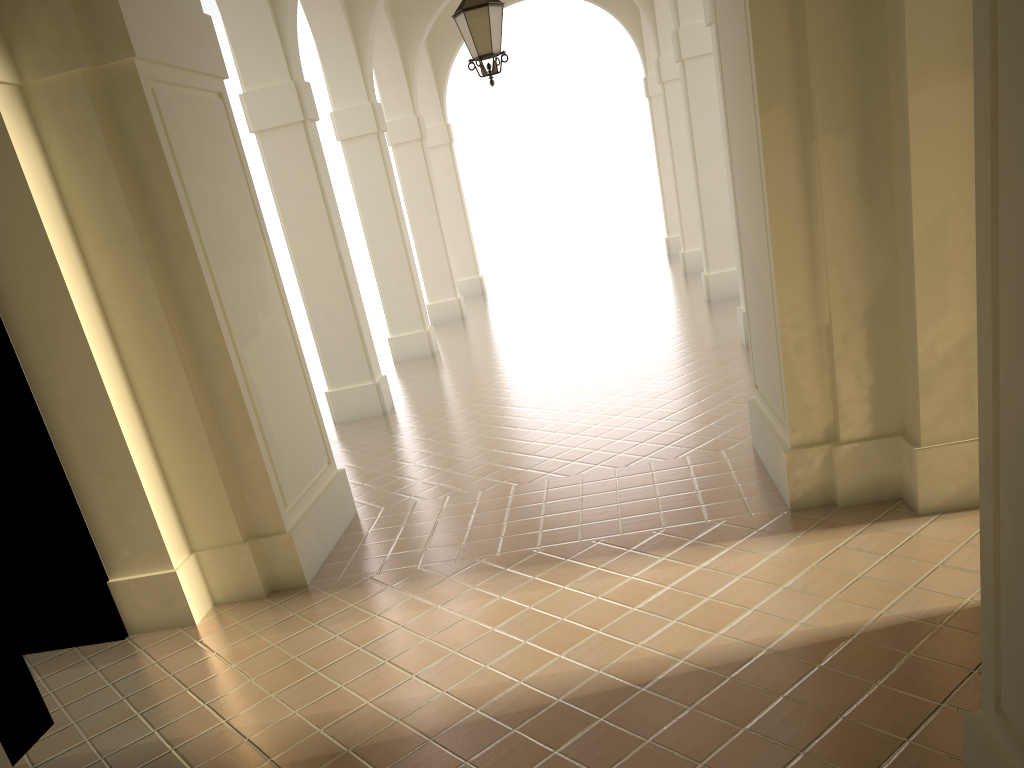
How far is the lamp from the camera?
8.5 meters

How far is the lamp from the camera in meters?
8.5

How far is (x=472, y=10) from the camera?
8.5 meters

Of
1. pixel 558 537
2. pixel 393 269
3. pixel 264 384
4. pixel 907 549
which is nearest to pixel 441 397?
pixel 393 269

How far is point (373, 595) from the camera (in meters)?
5.94
